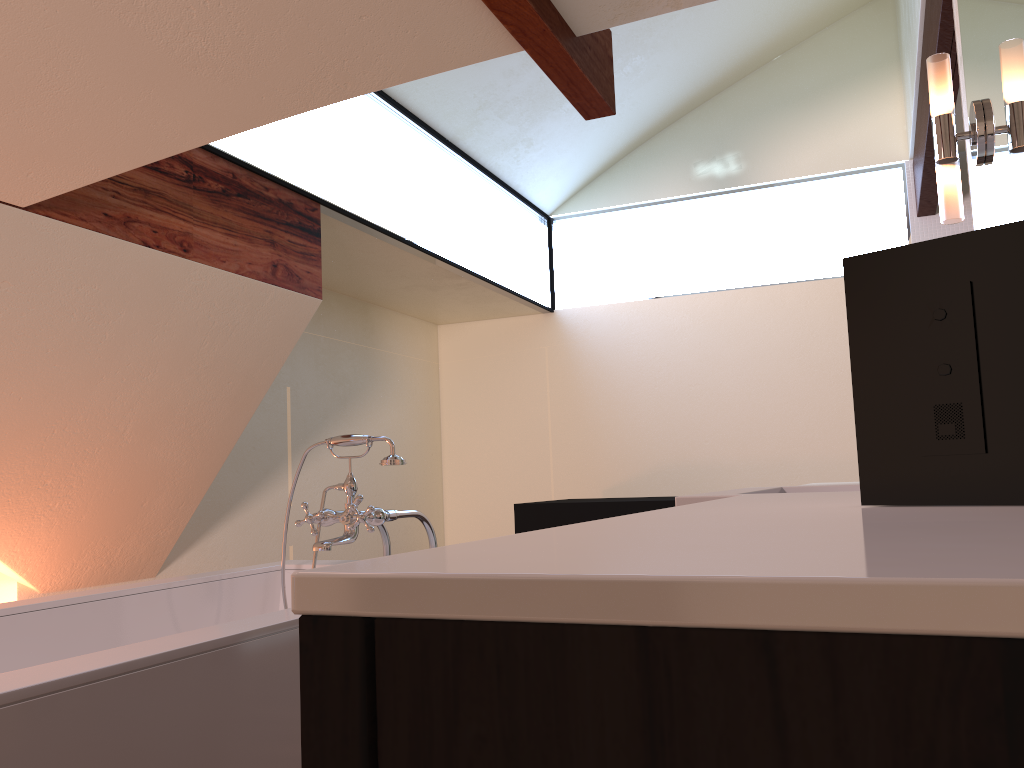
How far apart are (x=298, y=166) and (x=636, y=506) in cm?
206

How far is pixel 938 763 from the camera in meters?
0.2 m

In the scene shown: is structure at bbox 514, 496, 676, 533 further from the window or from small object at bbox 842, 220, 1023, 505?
small object at bbox 842, 220, 1023, 505

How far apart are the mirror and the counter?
0.49m

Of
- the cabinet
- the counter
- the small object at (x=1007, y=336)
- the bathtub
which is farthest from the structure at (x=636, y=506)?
the cabinet

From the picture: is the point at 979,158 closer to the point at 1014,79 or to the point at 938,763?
the point at 1014,79

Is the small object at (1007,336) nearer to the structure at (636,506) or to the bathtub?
the bathtub

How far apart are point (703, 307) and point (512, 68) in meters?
1.8 m

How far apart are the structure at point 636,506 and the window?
1.17m

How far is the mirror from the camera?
1.32m
